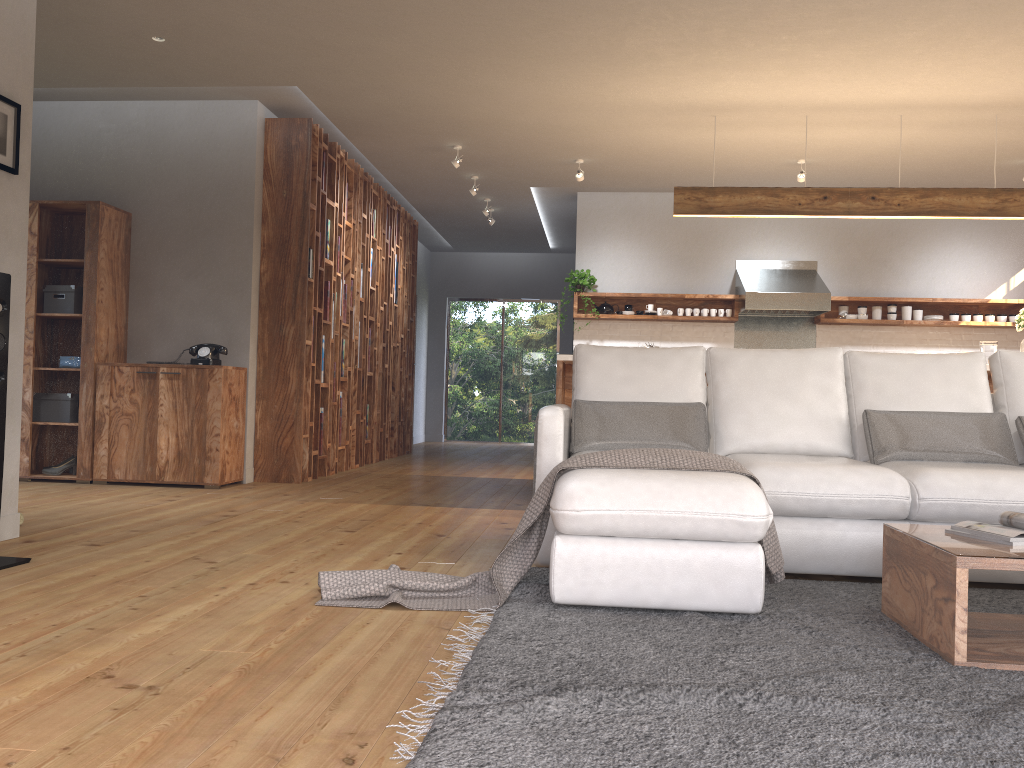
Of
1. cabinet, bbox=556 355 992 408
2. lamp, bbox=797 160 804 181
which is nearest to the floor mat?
cabinet, bbox=556 355 992 408

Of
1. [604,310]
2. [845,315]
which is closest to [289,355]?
[604,310]

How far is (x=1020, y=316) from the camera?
6.02m

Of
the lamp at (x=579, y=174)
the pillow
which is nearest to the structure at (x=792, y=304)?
the lamp at (x=579, y=174)

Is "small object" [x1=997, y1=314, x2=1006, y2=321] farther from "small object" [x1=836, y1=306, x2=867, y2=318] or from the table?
the table

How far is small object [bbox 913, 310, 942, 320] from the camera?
8.53m

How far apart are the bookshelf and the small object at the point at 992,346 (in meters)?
4.80

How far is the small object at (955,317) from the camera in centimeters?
848cm

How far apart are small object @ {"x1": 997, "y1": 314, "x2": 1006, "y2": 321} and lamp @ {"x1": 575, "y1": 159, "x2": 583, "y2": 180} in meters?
4.3

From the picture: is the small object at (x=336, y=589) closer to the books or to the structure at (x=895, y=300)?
the books
